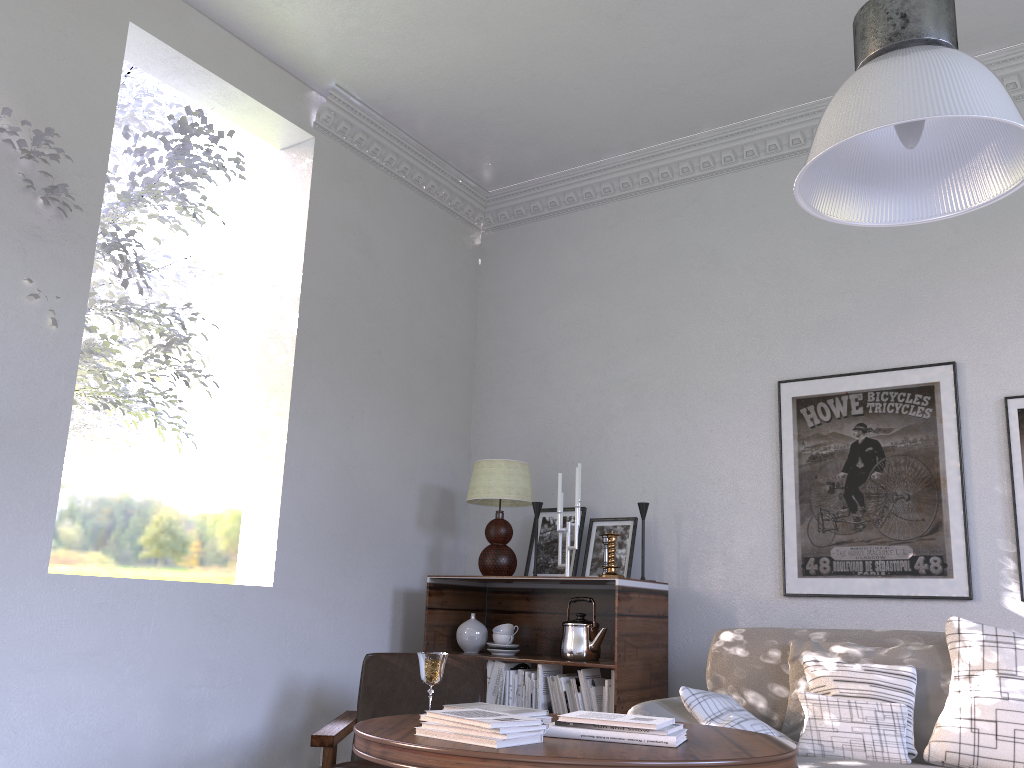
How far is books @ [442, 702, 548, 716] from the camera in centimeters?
198cm

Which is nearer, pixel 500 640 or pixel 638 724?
pixel 638 724

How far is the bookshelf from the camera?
2.9 meters

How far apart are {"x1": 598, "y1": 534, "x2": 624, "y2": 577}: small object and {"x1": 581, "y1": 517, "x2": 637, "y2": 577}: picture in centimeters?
22cm

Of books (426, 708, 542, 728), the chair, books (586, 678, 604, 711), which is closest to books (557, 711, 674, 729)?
books (426, 708, 542, 728)

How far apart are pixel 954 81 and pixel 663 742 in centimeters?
127cm

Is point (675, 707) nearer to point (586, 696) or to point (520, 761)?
point (586, 696)

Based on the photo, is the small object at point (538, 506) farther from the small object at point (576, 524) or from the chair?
the chair

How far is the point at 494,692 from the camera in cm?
306

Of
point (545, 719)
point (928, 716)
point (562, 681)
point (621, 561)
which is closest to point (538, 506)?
point (621, 561)
